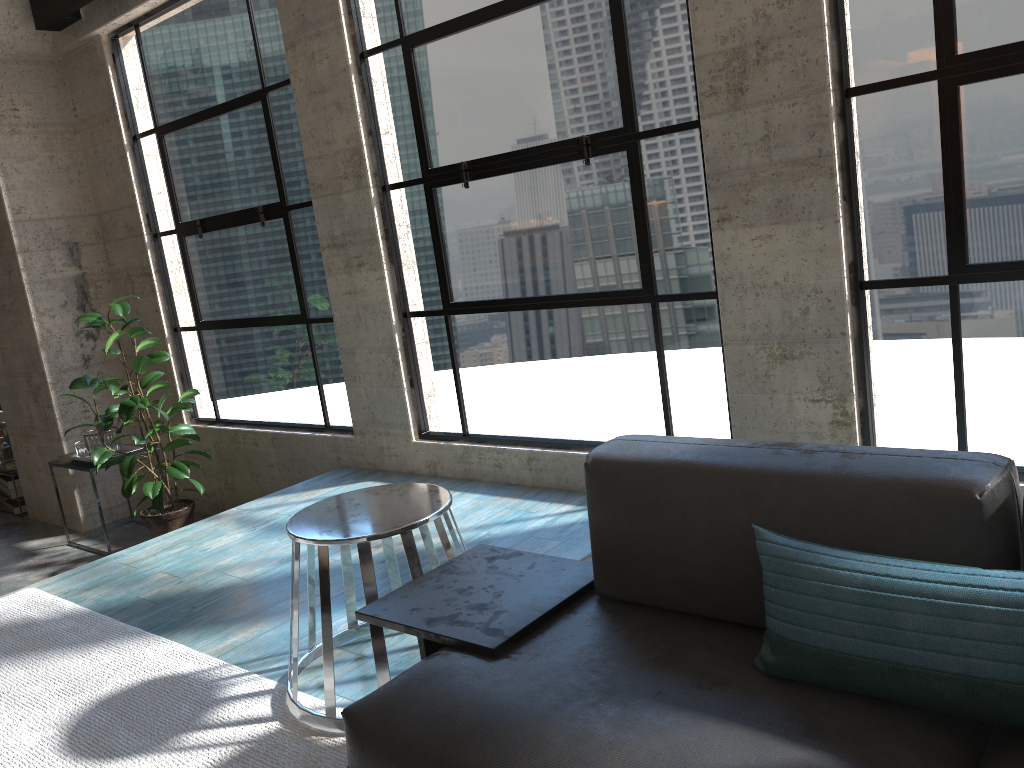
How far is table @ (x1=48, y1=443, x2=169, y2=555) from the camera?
5.3 meters

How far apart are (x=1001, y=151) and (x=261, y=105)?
3.6 meters

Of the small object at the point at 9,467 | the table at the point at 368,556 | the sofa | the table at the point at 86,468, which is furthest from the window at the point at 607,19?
the small object at the point at 9,467

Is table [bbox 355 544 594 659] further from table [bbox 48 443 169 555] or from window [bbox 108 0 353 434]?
table [bbox 48 443 169 555]

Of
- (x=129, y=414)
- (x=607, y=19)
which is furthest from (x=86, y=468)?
(x=607, y=19)

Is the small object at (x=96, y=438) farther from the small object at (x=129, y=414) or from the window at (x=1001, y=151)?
the window at (x=1001, y=151)

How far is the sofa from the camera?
1.3 meters

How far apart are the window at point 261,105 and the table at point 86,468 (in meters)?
0.46

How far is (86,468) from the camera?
5.3 meters

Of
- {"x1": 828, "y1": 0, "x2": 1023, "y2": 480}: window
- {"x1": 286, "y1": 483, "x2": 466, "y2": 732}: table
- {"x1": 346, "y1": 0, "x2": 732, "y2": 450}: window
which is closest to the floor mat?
{"x1": 286, "y1": 483, "x2": 466, "y2": 732}: table
